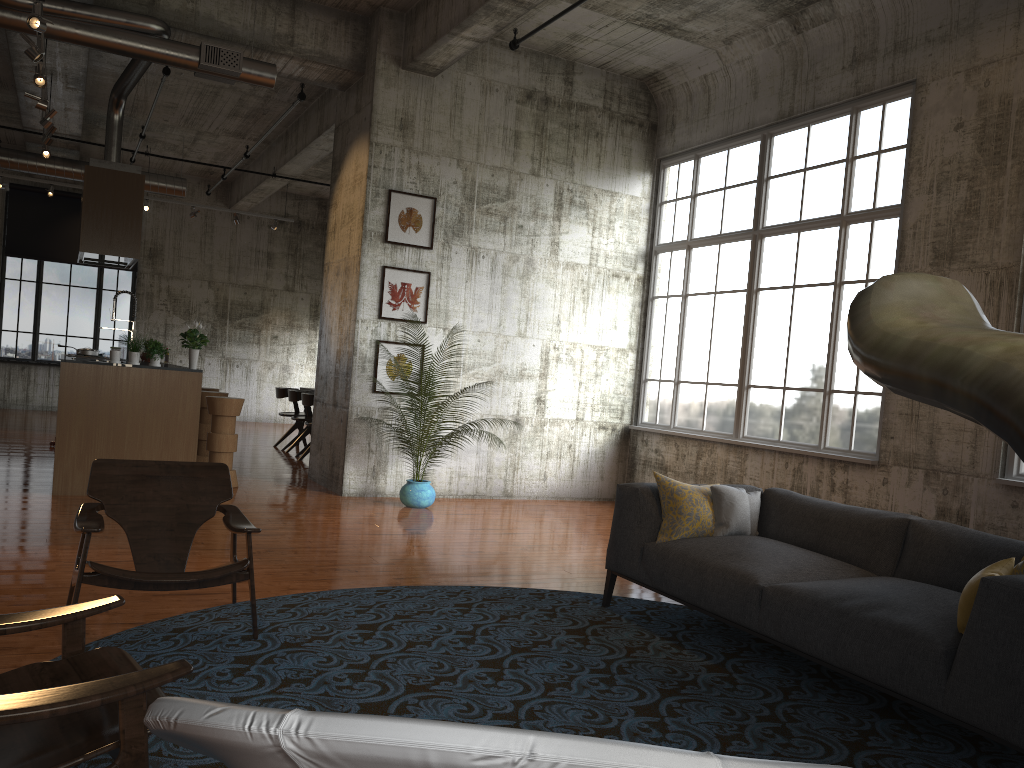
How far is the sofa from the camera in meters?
3.2 m

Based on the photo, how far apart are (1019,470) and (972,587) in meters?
3.9 m

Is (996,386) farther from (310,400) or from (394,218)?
(310,400)

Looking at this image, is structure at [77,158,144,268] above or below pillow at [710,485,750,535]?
above

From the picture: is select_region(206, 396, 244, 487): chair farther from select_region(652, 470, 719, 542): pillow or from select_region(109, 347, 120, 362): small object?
select_region(652, 470, 719, 542): pillow

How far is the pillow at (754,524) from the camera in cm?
553

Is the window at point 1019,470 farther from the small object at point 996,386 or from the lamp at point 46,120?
the lamp at point 46,120

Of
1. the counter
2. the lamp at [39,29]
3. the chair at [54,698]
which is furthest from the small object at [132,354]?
the chair at [54,698]

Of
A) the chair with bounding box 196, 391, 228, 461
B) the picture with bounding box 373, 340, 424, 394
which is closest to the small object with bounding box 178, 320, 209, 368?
the picture with bounding box 373, 340, 424, 394

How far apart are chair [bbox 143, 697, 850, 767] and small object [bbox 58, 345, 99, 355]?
11.5 meters
